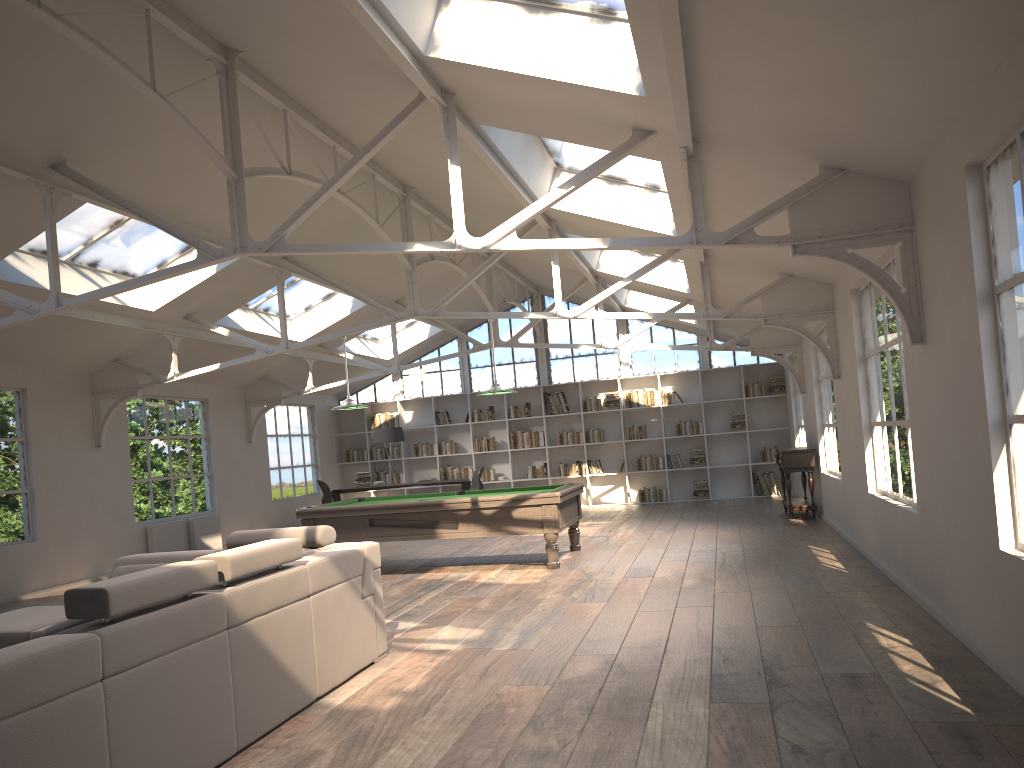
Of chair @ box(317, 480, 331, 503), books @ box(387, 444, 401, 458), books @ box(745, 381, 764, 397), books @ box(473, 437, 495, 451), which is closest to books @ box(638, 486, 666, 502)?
books @ box(745, 381, 764, 397)

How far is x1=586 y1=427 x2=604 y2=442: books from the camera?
16.42m

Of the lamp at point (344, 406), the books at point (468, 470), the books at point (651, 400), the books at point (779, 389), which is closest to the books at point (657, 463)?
the books at point (651, 400)

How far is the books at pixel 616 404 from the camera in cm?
1638

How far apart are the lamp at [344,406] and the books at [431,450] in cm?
726

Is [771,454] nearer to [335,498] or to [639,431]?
[639,431]

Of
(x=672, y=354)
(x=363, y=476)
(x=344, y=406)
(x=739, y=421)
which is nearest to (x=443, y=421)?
(x=363, y=476)

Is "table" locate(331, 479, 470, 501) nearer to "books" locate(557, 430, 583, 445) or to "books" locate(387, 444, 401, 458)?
"books" locate(557, 430, 583, 445)

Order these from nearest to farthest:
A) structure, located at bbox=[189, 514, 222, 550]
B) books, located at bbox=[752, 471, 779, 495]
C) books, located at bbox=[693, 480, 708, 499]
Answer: structure, located at bbox=[189, 514, 222, 550], books, located at bbox=[752, 471, 779, 495], books, located at bbox=[693, 480, 708, 499]

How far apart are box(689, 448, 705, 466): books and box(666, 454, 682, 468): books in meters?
0.3 m
